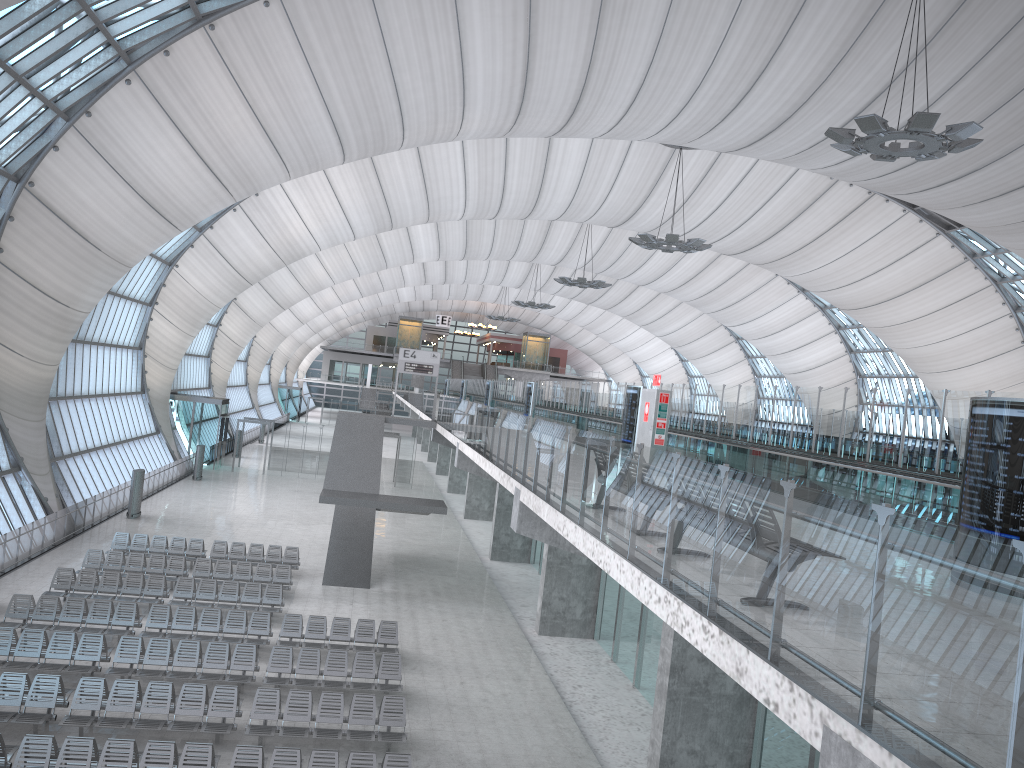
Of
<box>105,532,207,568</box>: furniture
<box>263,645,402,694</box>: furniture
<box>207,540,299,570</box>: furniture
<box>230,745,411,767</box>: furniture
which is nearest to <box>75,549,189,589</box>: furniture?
<box>105,532,207,568</box>: furniture

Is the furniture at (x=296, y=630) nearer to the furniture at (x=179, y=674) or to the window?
the furniture at (x=179, y=674)

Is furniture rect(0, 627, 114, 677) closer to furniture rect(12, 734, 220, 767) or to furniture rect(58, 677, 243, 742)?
furniture rect(58, 677, 243, 742)

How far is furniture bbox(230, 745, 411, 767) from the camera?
12.68m

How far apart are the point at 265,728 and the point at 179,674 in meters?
3.0

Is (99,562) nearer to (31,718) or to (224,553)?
(224,553)

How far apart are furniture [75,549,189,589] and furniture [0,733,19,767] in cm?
1131

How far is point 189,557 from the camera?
26.4m

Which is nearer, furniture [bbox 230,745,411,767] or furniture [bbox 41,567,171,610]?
furniture [bbox 230,745,411,767]

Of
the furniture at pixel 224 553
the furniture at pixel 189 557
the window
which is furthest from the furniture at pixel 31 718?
the window
